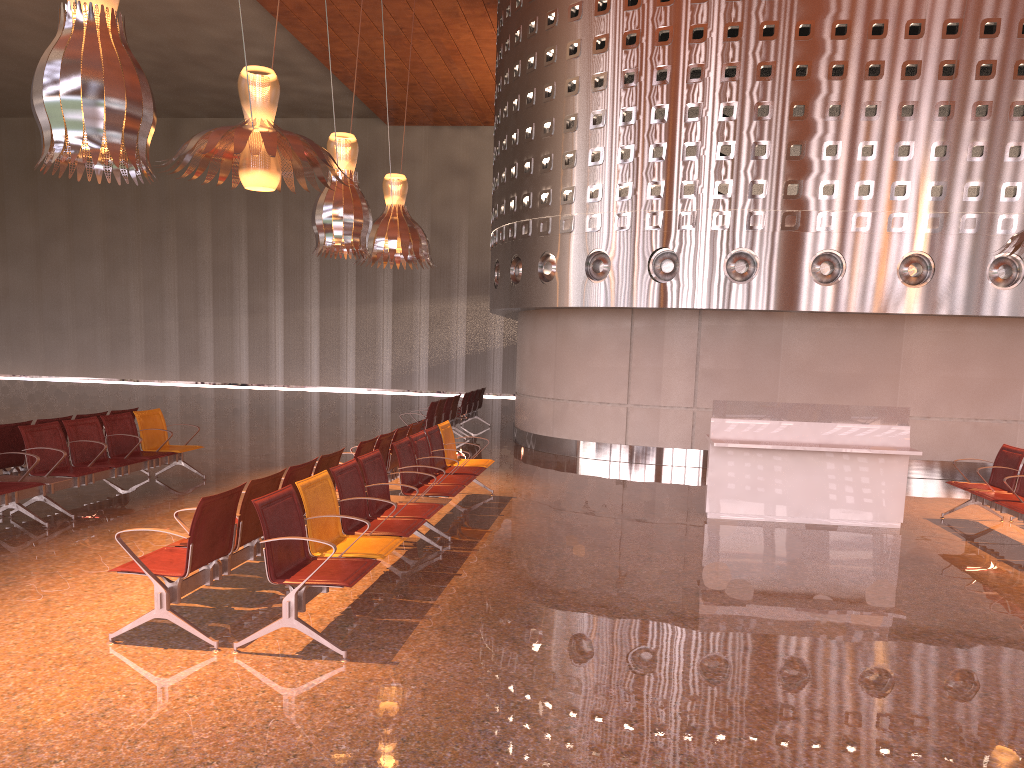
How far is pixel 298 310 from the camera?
31.7 meters
